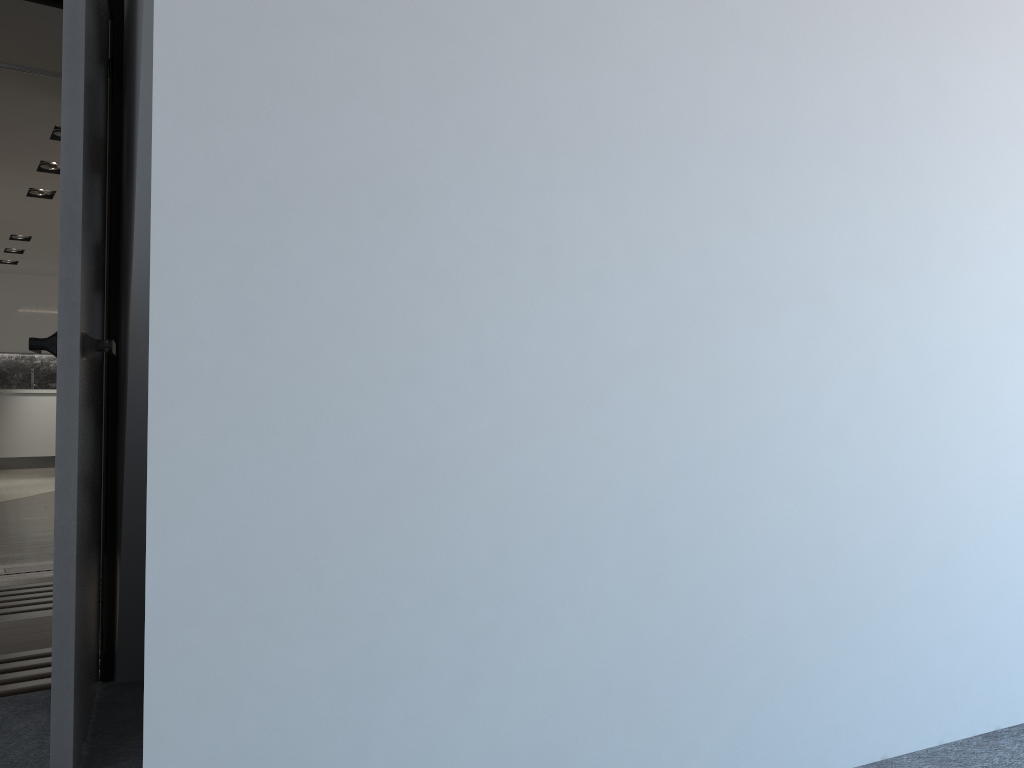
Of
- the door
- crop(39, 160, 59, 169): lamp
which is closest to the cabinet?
crop(39, 160, 59, 169): lamp

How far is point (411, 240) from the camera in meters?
1.6

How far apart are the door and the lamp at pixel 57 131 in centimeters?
336cm

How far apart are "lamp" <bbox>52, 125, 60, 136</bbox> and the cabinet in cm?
712

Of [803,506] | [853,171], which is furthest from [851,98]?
[803,506]

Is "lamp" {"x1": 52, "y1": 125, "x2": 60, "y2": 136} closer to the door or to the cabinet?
the door

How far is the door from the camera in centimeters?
190cm

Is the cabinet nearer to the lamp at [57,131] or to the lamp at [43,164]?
the lamp at [43,164]

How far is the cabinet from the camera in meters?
11.6 m

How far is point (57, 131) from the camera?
5.7 meters
